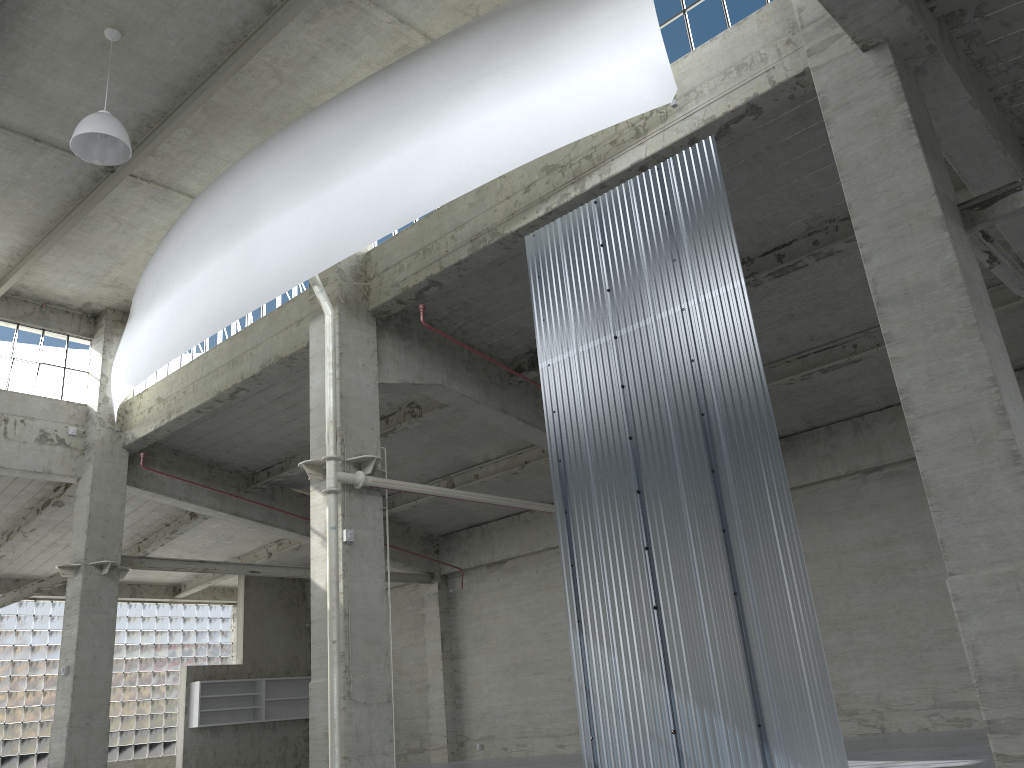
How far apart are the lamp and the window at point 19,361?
13.02m

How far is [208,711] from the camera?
38.10m

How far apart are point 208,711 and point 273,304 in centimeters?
2253cm

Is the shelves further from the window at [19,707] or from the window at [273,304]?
the window at [273,304]

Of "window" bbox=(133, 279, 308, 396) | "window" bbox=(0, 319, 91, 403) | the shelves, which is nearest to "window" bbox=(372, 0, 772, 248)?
"window" bbox=(133, 279, 308, 396)

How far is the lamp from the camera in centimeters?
1700cm

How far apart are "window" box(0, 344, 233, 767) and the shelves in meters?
5.2 m

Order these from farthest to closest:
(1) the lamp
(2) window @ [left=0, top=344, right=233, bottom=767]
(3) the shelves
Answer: (3) the shelves
(2) window @ [left=0, top=344, right=233, bottom=767]
(1) the lamp

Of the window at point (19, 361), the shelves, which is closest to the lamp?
the window at point (19, 361)

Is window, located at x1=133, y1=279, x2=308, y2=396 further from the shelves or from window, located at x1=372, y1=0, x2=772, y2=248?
the shelves
